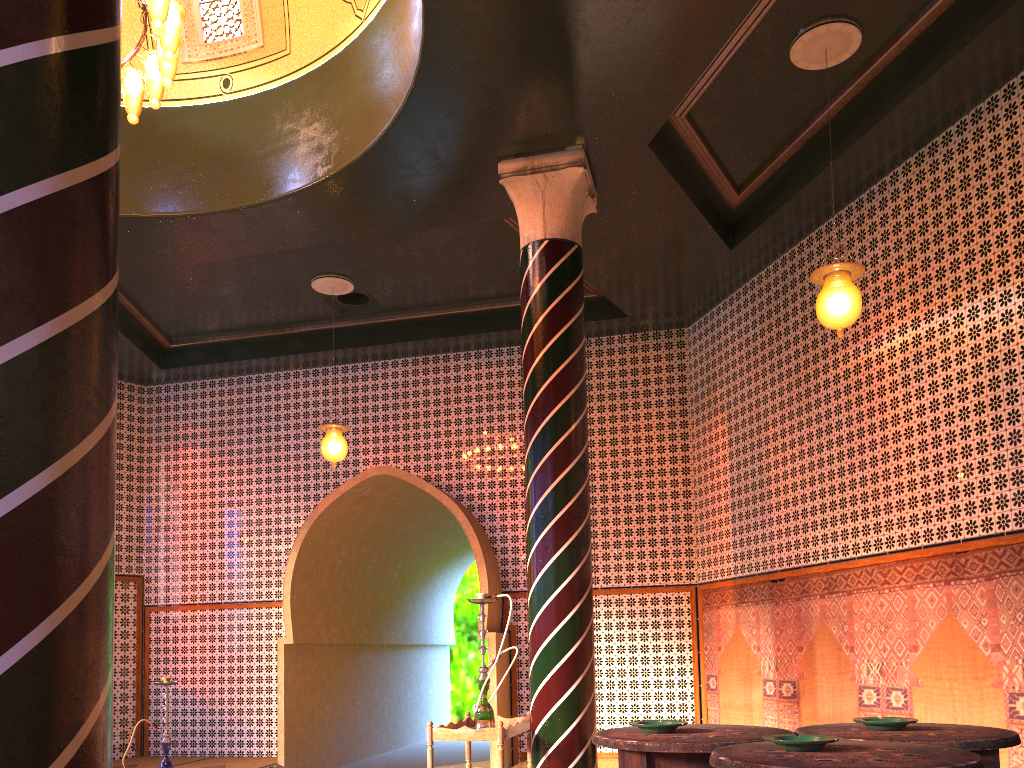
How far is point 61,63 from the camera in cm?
165

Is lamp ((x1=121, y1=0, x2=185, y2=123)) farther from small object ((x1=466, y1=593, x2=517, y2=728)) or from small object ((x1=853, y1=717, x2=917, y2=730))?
small object ((x1=853, y1=717, x2=917, y2=730))

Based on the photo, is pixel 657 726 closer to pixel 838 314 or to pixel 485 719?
pixel 838 314

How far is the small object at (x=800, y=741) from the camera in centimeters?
267cm

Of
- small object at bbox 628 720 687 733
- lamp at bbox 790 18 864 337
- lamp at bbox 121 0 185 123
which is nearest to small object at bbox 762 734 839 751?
small object at bbox 628 720 687 733

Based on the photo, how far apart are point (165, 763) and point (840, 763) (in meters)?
9.52

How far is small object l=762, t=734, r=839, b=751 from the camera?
2.7 meters

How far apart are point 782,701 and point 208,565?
8.4 meters

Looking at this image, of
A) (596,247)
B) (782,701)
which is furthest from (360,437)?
(782,701)

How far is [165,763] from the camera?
9.9m
